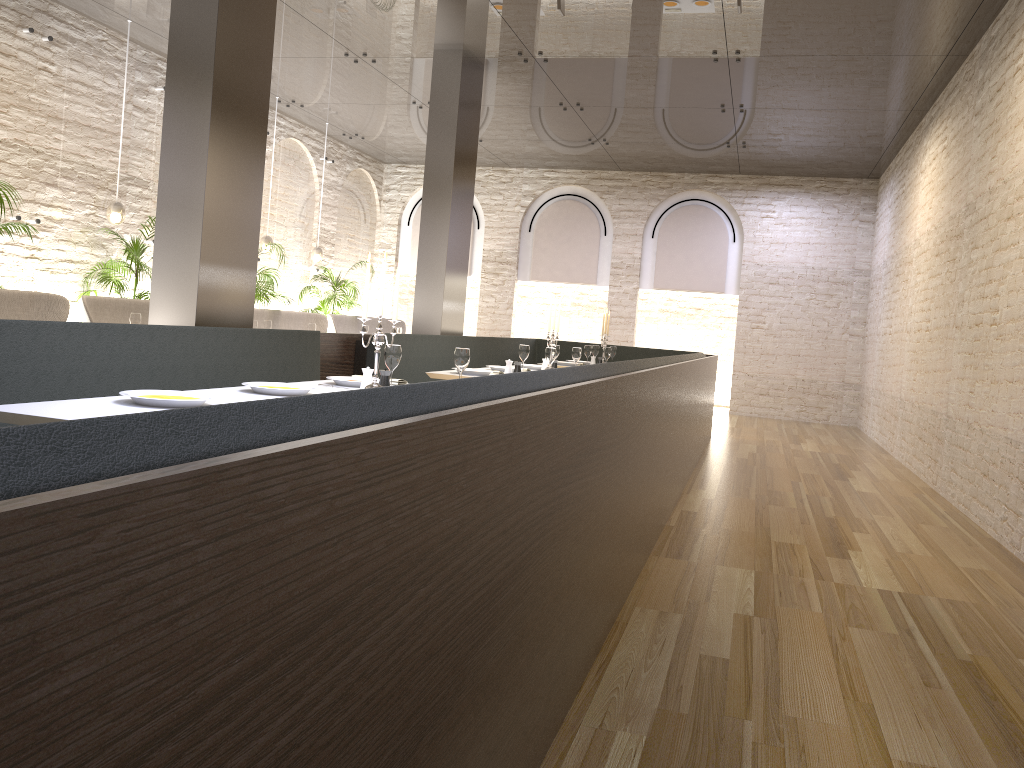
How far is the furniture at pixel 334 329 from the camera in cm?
1210

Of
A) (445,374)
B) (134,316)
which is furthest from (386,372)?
(134,316)

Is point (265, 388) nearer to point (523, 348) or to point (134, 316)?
point (523, 348)

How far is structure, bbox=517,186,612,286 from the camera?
14.91m

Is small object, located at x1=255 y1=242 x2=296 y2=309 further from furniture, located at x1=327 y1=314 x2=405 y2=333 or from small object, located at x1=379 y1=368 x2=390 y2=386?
small object, located at x1=379 y1=368 x2=390 y2=386

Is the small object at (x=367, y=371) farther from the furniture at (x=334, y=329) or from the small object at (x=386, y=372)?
the furniture at (x=334, y=329)

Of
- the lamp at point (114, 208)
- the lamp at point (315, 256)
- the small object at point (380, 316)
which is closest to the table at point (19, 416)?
the small object at point (380, 316)

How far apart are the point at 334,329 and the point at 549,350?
6.1 meters

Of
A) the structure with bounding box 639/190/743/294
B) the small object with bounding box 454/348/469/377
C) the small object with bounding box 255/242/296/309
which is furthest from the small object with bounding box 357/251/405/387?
the structure with bounding box 639/190/743/294

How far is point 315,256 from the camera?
12.8m
